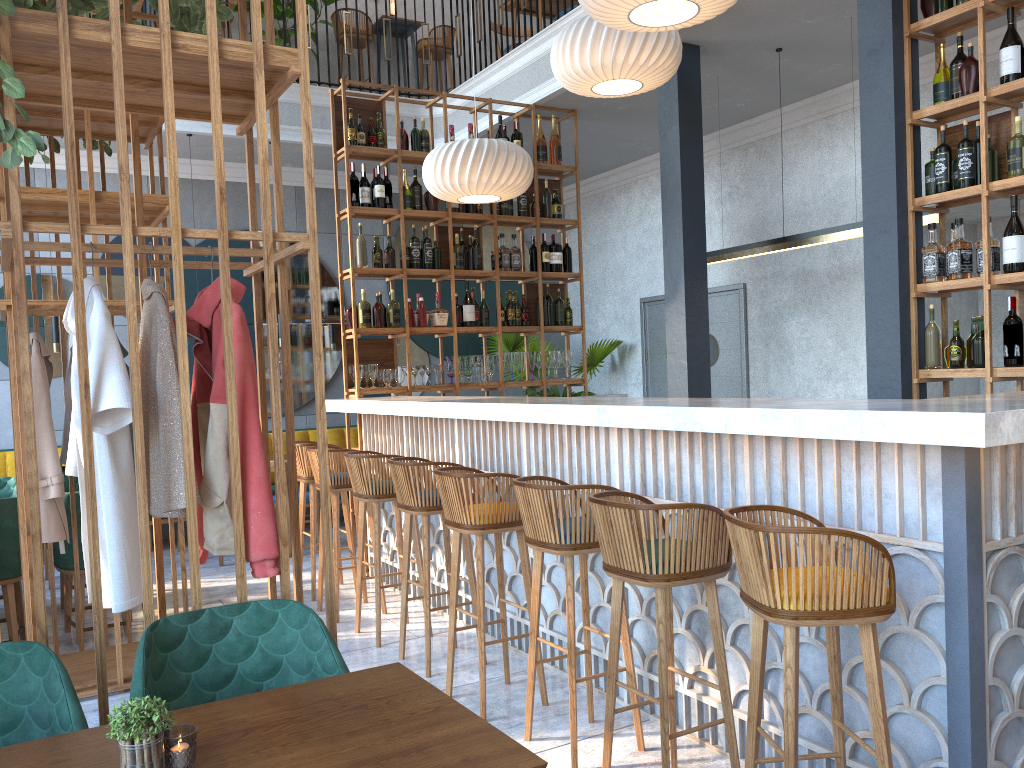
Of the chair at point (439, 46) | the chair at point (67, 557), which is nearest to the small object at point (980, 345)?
the chair at point (67, 557)

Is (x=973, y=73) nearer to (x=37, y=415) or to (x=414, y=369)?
(x=414, y=369)

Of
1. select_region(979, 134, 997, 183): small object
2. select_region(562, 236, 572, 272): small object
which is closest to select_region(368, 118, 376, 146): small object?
select_region(562, 236, 572, 272): small object

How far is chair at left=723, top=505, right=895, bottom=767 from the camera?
2.2 meters

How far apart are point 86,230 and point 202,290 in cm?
53

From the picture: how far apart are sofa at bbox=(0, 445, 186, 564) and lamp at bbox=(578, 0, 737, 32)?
6.15m

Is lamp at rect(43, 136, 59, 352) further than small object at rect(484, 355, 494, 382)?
Yes

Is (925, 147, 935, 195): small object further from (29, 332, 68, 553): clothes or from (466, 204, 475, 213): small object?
(29, 332, 68, 553): clothes

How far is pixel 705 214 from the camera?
8.4 meters

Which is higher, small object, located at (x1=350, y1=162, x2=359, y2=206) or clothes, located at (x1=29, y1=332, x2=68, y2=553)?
small object, located at (x1=350, y1=162, x2=359, y2=206)
